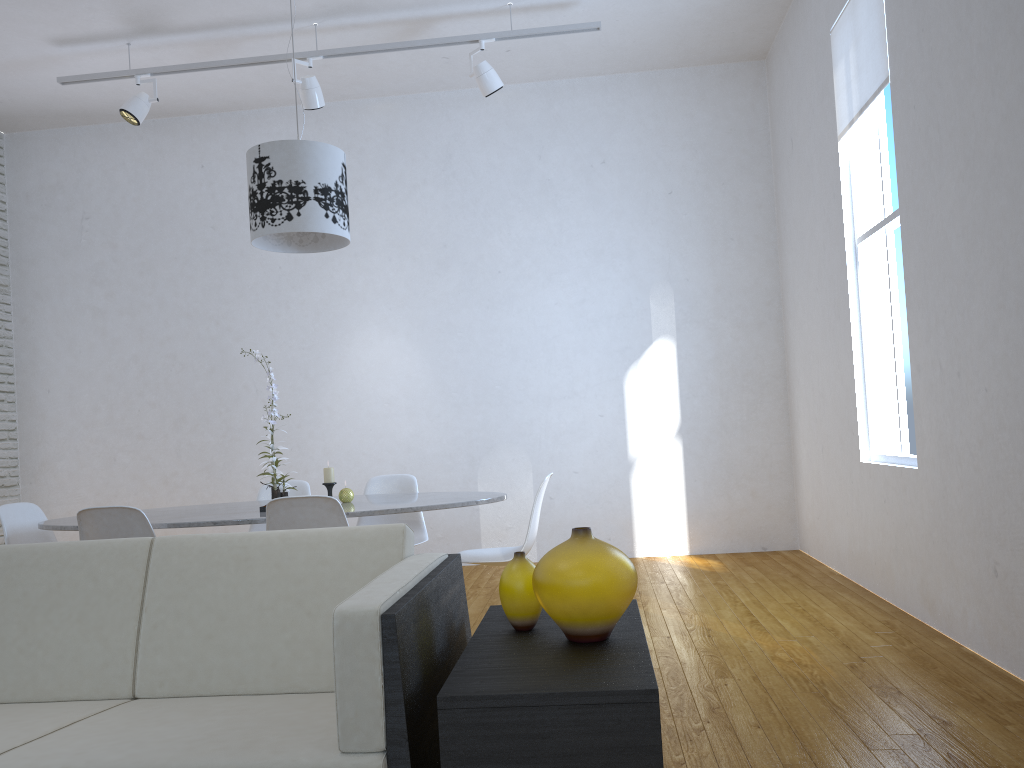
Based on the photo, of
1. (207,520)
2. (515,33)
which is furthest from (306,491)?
(515,33)

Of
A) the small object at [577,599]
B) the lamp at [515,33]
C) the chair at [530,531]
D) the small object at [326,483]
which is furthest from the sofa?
the lamp at [515,33]

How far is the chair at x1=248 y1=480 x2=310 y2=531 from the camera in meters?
4.4

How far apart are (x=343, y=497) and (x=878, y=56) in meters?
2.9 m

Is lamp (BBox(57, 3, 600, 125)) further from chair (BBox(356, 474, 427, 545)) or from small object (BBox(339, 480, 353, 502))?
small object (BBox(339, 480, 353, 502))

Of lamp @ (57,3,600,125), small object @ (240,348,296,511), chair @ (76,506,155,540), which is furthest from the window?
chair @ (76,506,155,540)

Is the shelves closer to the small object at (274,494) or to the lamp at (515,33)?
the small object at (274,494)

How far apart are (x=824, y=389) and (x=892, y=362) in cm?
62

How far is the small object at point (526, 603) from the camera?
1.80m

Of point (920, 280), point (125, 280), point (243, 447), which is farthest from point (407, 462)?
point (920, 280)
